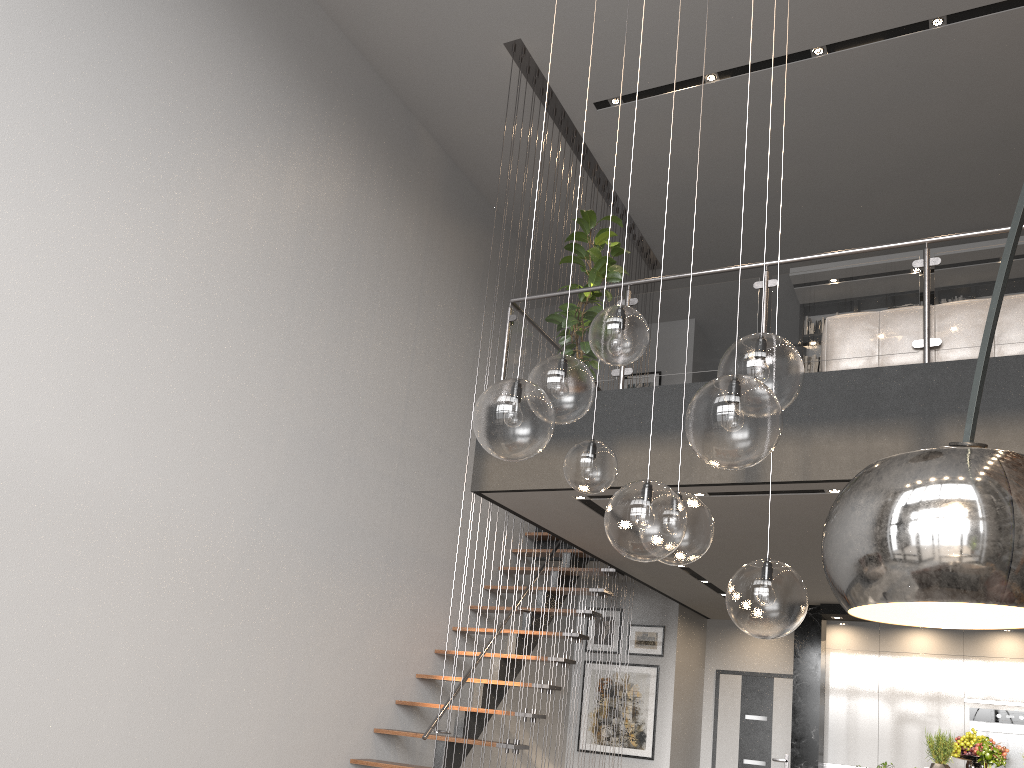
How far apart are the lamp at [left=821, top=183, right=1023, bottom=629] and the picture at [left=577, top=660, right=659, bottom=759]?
8.28m

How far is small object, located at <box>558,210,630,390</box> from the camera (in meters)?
5.82

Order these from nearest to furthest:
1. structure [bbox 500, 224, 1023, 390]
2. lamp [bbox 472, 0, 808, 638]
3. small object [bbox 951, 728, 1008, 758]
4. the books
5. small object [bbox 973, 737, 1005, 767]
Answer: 1. lamp [bbox 472, 0, 808, 638]
2. structure [bbox 500, 224, 1023, 390]
3. small object [bbox 973, 737, 1005, 767]
4. small object [bbox 951, 728, 1008, 758]
5. the books

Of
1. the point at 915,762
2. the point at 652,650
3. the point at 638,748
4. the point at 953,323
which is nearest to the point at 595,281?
the point at 953,323

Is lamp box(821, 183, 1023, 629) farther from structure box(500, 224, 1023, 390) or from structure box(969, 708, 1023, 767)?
structure box(969, 708, 1023, 767)

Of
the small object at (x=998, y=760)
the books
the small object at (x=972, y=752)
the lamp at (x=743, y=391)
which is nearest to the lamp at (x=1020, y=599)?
the lamp at (x=743, y=391)

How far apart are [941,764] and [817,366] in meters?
4.6 m

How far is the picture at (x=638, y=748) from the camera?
8.9m

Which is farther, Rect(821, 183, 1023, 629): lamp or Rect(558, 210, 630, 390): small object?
Rect(558, 210, 630, 390): small object

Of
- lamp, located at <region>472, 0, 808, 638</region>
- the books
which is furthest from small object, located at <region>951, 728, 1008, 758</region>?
the books
